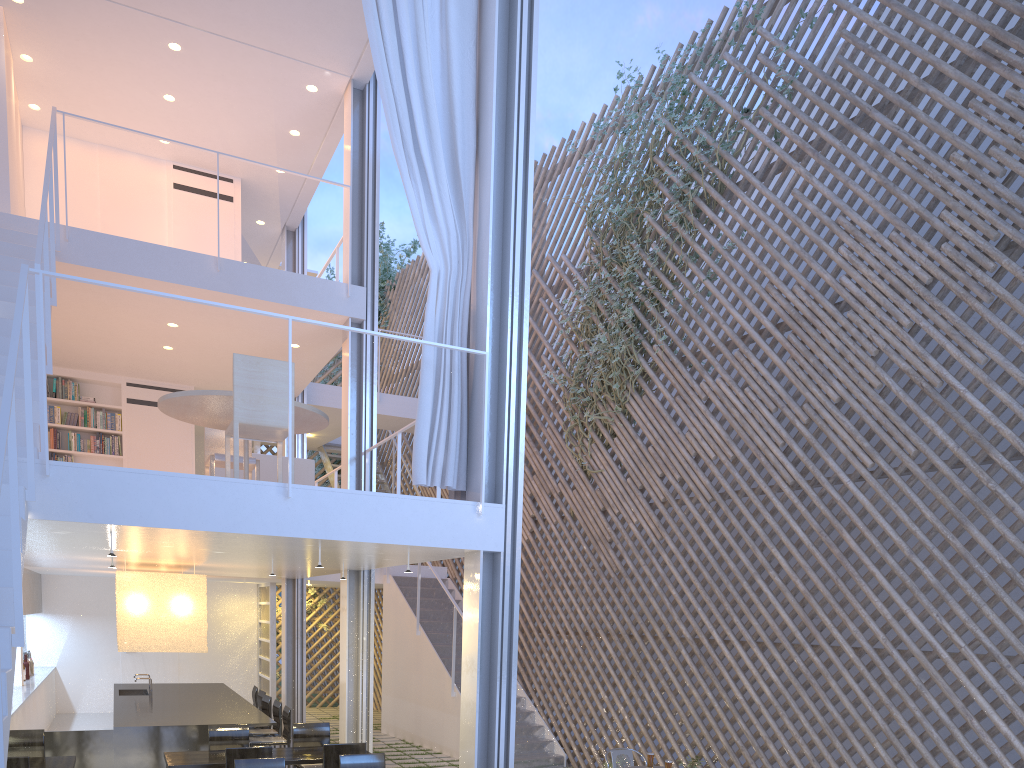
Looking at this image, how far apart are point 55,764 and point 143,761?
0.8 meters

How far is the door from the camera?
7.3m

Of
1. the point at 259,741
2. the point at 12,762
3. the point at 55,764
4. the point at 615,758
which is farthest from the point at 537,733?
the point at 12,762

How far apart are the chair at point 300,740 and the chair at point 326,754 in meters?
0.7

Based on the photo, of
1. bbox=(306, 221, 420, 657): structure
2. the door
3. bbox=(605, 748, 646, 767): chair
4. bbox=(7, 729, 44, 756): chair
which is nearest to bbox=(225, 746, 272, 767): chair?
bbox=(7, 729, 44, 756): chair

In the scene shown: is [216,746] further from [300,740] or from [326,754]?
[326,754]

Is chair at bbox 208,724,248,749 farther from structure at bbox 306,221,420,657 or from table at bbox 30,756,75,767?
structure at bbox 306,221,420,657

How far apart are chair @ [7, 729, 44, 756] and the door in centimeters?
404cm

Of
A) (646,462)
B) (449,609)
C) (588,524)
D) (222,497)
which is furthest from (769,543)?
(449,609)

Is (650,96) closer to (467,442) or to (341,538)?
(467,442)
